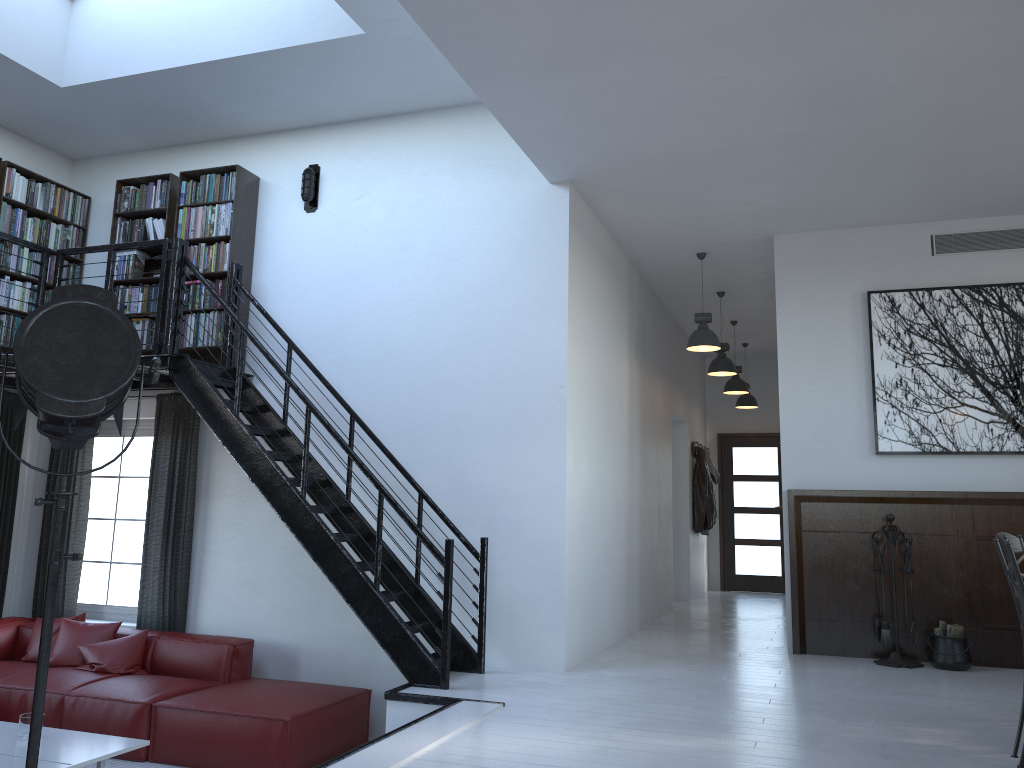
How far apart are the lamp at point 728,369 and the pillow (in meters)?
5.71

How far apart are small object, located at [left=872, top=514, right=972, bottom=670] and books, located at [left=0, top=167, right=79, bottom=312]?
6.82m

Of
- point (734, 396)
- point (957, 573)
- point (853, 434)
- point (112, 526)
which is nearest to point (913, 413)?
point (853, 434)

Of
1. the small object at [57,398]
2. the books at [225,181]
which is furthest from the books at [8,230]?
the small object at [57,398]

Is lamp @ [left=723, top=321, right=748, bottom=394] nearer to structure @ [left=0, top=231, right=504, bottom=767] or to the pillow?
structure @ [left=0, top=231, right=504, bottom=767]

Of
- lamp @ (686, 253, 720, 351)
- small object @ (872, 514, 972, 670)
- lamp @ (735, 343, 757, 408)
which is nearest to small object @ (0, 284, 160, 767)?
small object @ (872, 514, 972, 670)

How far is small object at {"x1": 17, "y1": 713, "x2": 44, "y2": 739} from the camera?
4.9 meters

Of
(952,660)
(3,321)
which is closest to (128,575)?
(3,321)

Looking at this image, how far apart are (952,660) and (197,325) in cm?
597

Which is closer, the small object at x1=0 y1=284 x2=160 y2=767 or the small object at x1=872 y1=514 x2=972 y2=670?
the small object at x1=0 y1=284 x2=160 y2=767
